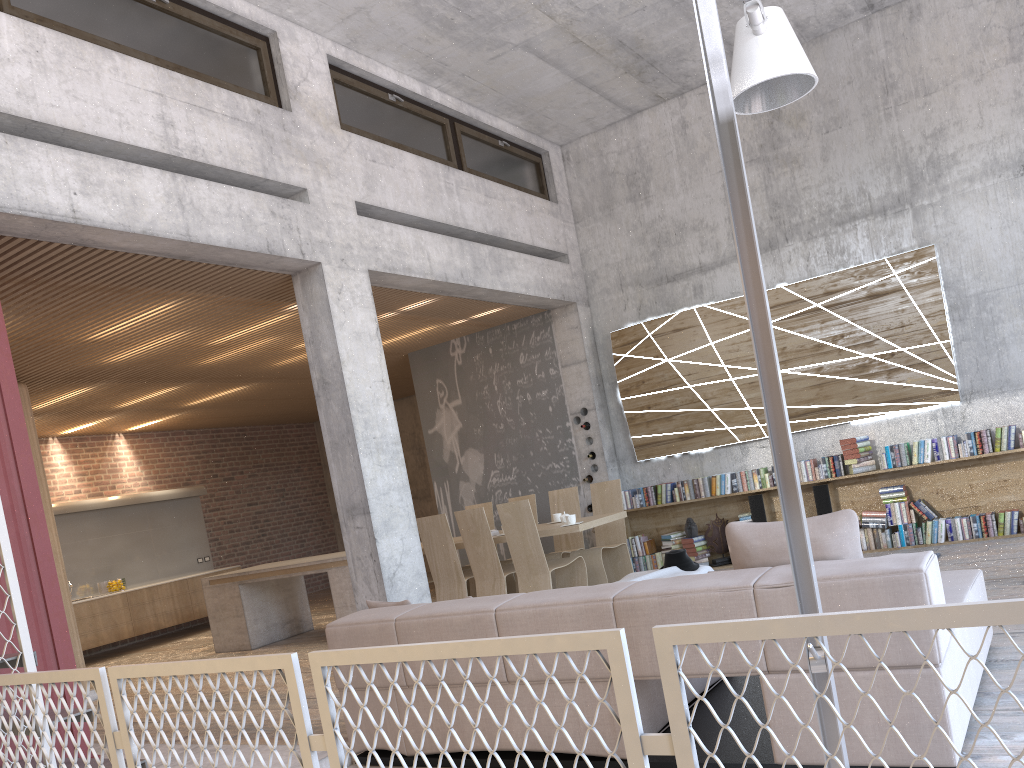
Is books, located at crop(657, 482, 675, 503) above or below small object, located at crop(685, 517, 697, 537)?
above

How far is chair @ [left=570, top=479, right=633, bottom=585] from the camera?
8.32m

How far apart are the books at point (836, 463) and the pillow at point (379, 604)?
5.6 meters

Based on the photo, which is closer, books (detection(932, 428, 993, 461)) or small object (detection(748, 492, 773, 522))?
books (detection(932, 428, 993, 461))

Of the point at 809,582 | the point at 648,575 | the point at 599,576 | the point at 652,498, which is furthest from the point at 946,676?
the point at 652,498

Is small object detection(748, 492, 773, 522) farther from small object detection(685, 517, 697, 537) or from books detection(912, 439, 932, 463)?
books detection(912, 439, 932, 463)

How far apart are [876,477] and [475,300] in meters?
4.5 m

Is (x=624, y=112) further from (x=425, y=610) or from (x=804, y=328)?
(x=425, y=610)

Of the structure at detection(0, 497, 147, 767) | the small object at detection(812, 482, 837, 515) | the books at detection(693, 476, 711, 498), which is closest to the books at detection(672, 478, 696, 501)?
the books at detection(693, 476, 711, 498)

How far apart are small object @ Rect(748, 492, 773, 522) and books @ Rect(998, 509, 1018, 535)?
2.2 meters
